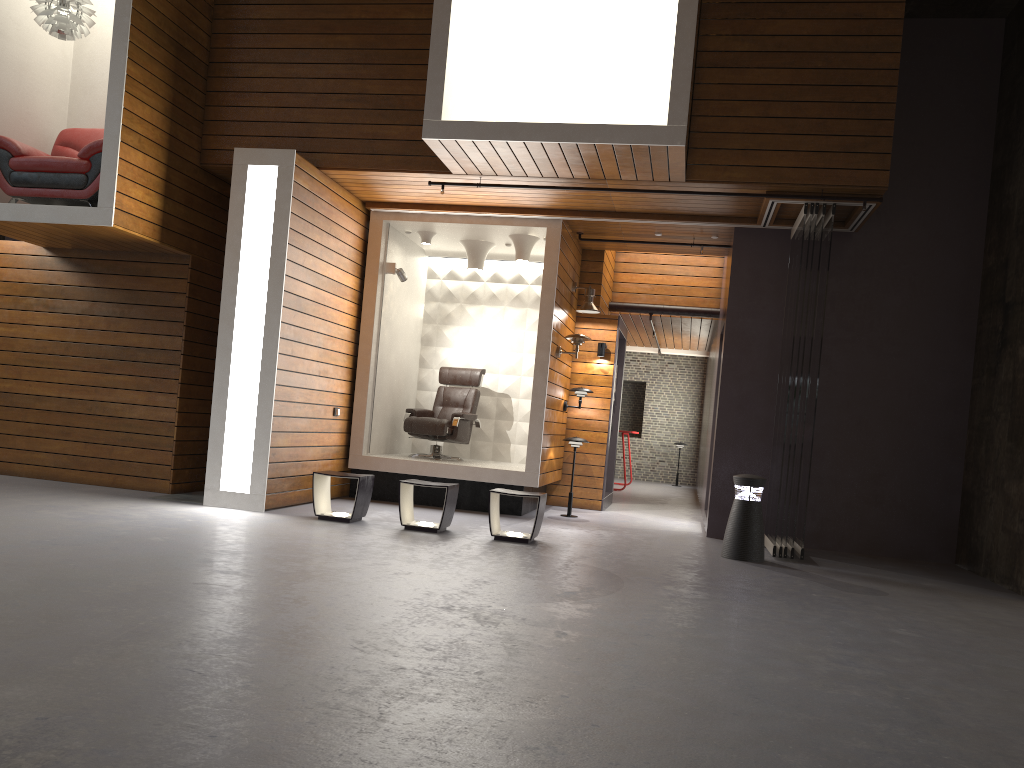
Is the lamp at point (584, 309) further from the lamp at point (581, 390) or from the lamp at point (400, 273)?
the lamp at point (400, 273)

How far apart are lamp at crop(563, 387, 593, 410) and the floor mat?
4.16m

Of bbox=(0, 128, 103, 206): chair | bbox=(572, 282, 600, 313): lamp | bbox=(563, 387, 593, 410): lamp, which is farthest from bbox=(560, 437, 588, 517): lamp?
bbox=(0, 128, 103, 206): chair

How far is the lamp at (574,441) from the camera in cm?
932

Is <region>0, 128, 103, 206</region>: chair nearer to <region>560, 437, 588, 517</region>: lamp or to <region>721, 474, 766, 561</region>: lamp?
<region>560, 437, 588, 517</region>: lamp

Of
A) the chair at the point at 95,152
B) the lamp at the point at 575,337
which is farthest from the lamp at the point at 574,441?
the chair at the point at 95,152

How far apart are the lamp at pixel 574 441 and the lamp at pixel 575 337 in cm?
94

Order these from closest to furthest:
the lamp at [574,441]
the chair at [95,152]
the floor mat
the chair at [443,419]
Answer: the chair at [95,152]
the floor mat
the lamp at [574,441]
the chair at [443,419]

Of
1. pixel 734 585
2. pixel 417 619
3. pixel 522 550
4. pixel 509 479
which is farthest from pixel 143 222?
pixel 734 585

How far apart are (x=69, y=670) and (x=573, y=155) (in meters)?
5.30
